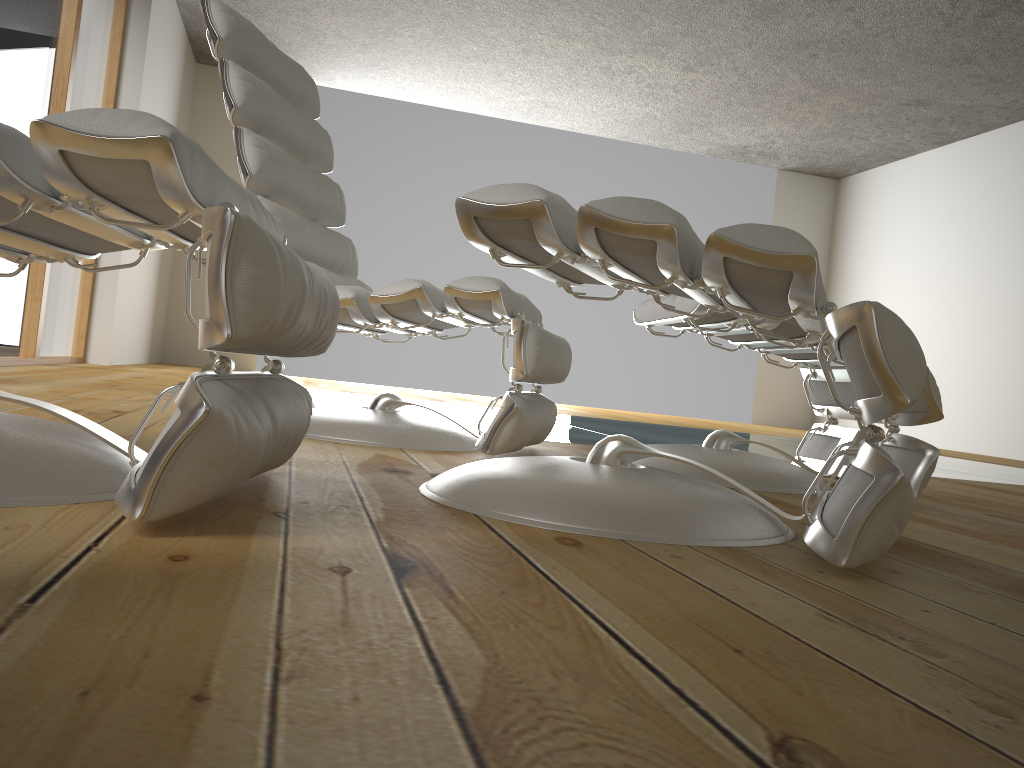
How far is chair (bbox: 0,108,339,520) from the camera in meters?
0.8 m

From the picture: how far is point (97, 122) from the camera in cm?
79

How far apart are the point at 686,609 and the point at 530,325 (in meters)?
1.14

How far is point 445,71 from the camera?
6.7m

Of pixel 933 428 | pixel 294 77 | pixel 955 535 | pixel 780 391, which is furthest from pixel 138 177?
pixel 780 391

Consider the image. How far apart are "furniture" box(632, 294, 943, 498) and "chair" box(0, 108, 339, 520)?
0.9 meters

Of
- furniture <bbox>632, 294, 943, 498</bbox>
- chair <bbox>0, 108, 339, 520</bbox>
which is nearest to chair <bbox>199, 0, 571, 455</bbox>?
furniture <bbox>632, 294, 943, 498</bbox>

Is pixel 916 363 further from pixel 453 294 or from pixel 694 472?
pixel 453 294

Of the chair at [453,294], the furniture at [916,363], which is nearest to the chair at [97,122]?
the furniture at [916,363]

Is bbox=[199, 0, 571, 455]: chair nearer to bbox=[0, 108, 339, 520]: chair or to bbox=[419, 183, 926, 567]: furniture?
bbox=[419, 183, 926, 567]: furniture
